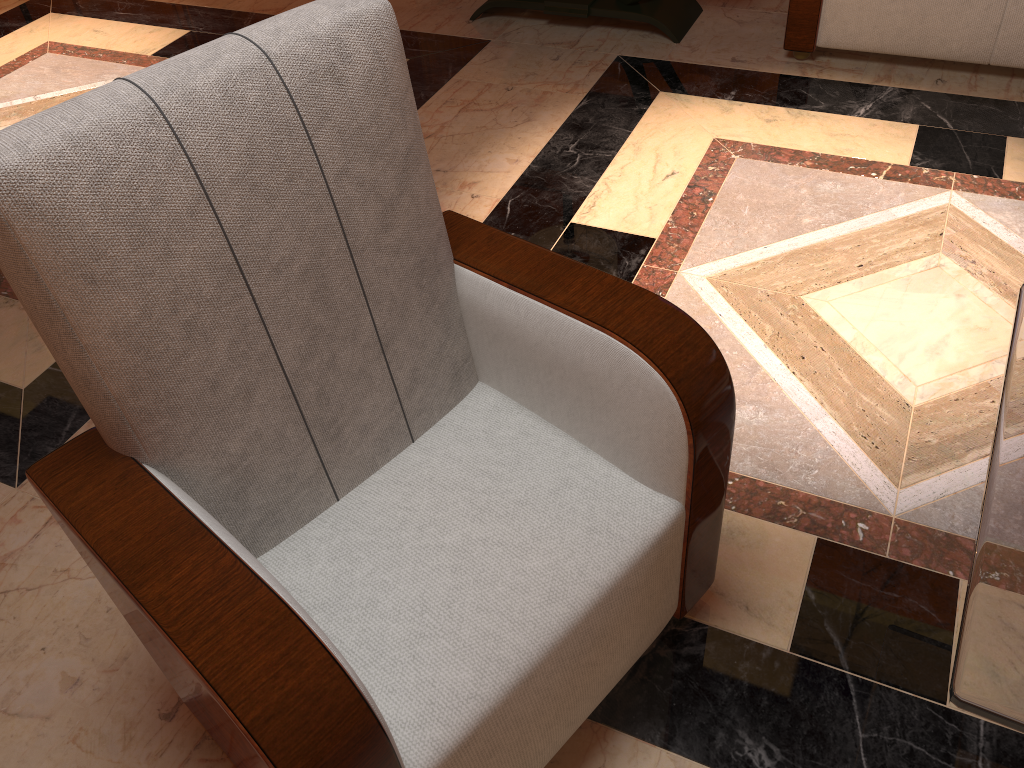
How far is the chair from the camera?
0.9m

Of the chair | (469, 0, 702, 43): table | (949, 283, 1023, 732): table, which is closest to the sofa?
(469, 0, 702, 43): table

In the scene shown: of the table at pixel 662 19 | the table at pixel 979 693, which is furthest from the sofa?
the table at pixel 979 693

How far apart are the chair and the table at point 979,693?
0.3 meters

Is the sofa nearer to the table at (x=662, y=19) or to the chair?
the table at (x=662, y=19)

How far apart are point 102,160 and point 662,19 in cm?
265

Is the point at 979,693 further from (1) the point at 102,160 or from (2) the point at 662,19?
(2) the point at 662,19

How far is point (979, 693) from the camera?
0.89m

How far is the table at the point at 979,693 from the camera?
0.89m

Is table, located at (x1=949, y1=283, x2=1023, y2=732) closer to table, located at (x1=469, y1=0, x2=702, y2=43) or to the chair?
the chair
